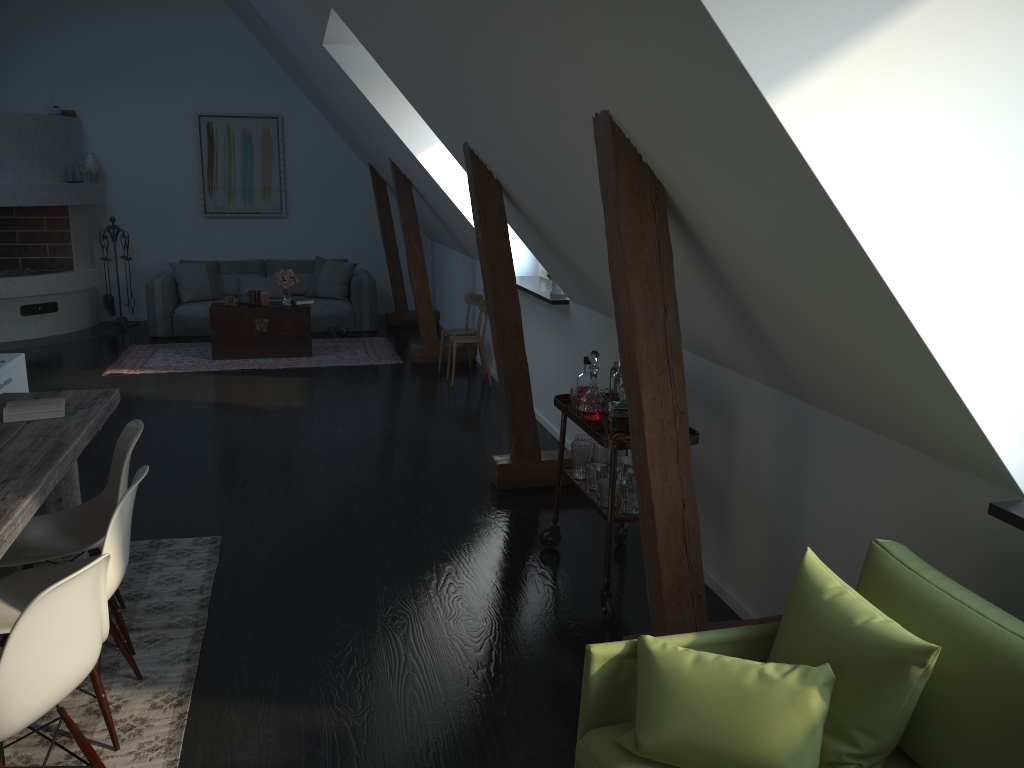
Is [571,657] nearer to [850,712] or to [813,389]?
[813,389]

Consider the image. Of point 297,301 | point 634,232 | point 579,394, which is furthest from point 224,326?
point 634,232

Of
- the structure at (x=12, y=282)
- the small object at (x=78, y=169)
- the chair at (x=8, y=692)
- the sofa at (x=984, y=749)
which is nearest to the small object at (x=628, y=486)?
the sofa at (x=984, y=749)

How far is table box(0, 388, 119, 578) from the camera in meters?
2.5 m

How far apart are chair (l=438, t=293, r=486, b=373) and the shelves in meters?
3.8

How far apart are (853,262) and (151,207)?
9.95m

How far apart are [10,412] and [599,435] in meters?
2.2

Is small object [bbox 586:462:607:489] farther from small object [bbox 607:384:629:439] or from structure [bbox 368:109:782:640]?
structure [bbox 368:109:782:640]

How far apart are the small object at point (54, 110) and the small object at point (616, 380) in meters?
8.6 m

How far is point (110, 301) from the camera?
10.0m
